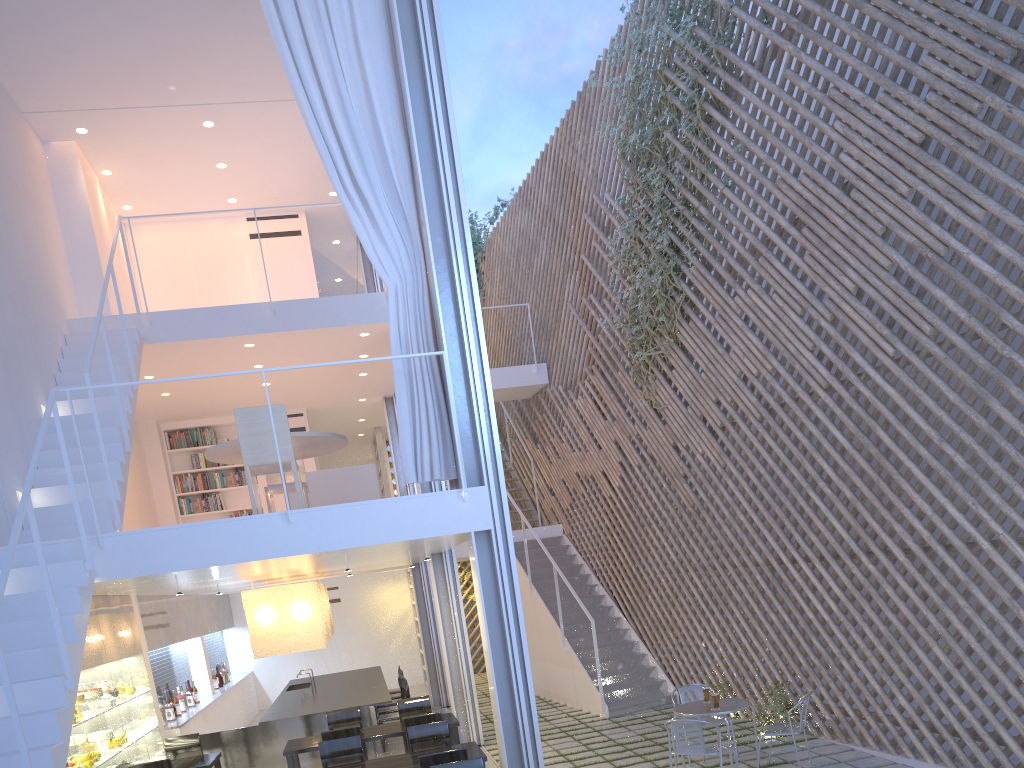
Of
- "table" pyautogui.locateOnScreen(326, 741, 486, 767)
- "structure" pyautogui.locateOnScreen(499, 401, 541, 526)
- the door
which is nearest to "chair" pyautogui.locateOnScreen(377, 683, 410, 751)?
"table" pyautogui.locateOnScreen(326, 741, 486, 767)

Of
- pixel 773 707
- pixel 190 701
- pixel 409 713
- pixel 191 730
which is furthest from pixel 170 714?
pixel 773 707

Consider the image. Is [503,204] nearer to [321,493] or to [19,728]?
[321,493]

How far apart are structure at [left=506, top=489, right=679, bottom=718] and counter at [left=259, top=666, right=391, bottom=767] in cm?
120

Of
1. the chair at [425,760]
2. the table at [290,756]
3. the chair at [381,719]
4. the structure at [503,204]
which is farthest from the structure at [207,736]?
the structure at [503,204]

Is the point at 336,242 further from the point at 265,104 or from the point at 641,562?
the point at 641,562

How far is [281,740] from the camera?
4.70m

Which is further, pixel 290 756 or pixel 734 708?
pixel 290 756

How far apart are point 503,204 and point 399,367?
5.88m

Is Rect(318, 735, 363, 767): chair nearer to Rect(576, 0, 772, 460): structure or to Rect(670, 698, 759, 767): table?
Rect(670, 698, 759, 767): table
